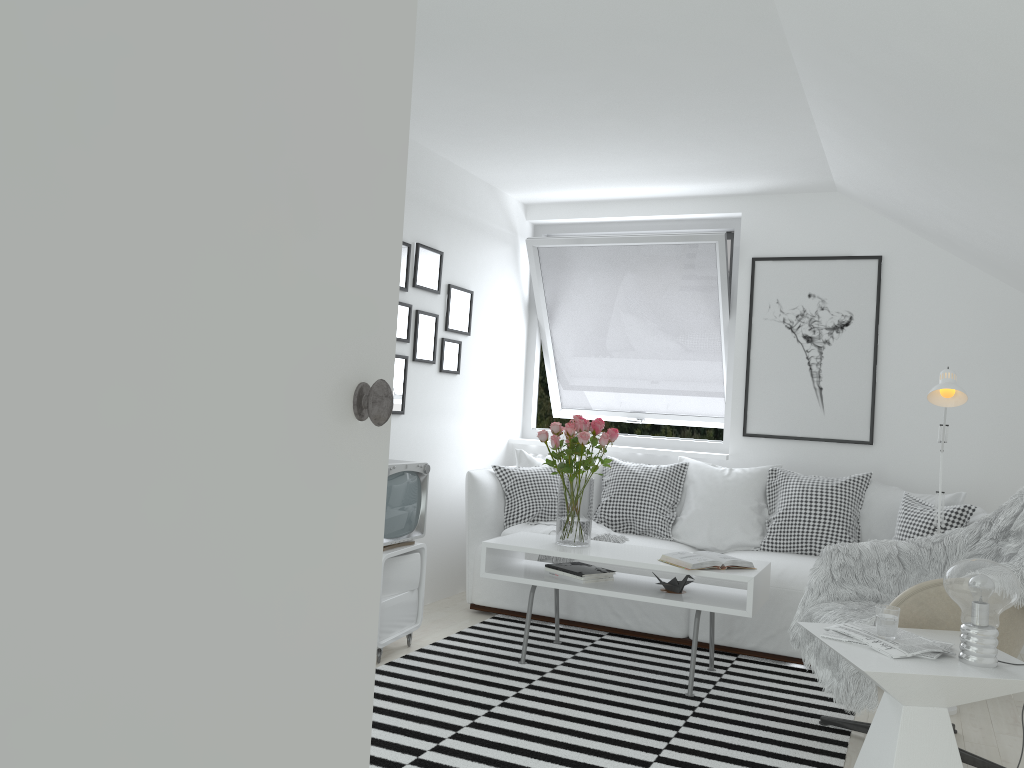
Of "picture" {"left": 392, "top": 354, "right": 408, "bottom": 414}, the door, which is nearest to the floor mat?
"picture" {"left": 392, "top": 354, "right": 408, "bottom": 414}

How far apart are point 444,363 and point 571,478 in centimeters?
133cm

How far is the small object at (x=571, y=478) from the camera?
3.97m

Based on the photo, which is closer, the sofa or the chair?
the chair

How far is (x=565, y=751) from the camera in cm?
294

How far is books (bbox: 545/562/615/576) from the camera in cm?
394

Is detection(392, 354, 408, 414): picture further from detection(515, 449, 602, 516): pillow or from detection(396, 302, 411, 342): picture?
detection(515, 449, 602, 516): pillow

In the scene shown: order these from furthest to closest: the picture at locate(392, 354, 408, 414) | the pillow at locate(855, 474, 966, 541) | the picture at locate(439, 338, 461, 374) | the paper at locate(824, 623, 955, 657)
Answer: the picture at locate(439, 338, 461, 374) < the picture at locate(392, 354, 408, 414) < the pillow at locate(855, 474, 966, 541) < the paper at locate(824, 623, 955, 657)

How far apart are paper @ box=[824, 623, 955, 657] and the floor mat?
0.61m

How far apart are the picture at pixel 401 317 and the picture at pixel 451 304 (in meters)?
0.42
